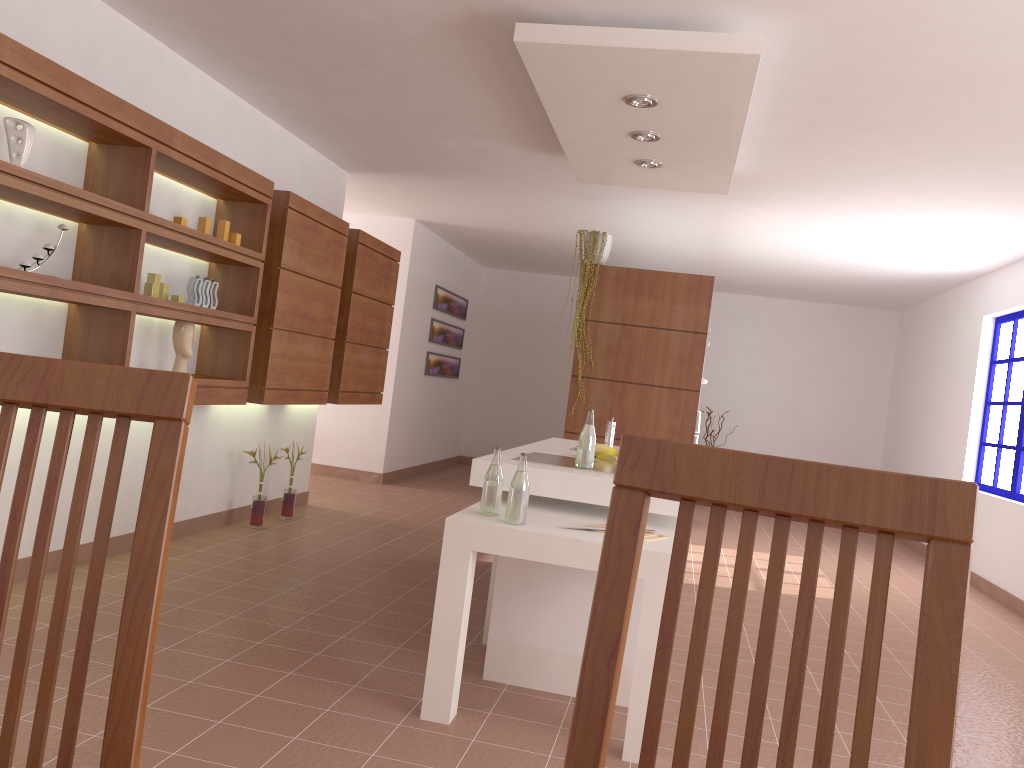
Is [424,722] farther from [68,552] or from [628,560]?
[628,560]

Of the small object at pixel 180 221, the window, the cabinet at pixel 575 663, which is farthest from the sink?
the window

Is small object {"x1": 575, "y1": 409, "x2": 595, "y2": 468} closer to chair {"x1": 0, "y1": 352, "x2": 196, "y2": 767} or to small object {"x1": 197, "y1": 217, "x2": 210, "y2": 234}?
small object {"x1": 197, "y1": 217, "x2": 210, "y2": 234}

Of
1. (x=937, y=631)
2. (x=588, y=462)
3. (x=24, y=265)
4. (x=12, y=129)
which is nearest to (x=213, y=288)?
(x=24, y=265)

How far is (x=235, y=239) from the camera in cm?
453

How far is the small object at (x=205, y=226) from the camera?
4.2 meters

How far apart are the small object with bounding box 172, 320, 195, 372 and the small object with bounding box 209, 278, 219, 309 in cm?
22

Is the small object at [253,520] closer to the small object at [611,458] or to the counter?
the counter

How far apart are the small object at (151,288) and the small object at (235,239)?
0.6 meters

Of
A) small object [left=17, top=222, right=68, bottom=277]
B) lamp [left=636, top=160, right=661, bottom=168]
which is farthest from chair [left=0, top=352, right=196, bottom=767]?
lamp [left=636, top=160, right=661, bottom=168]
